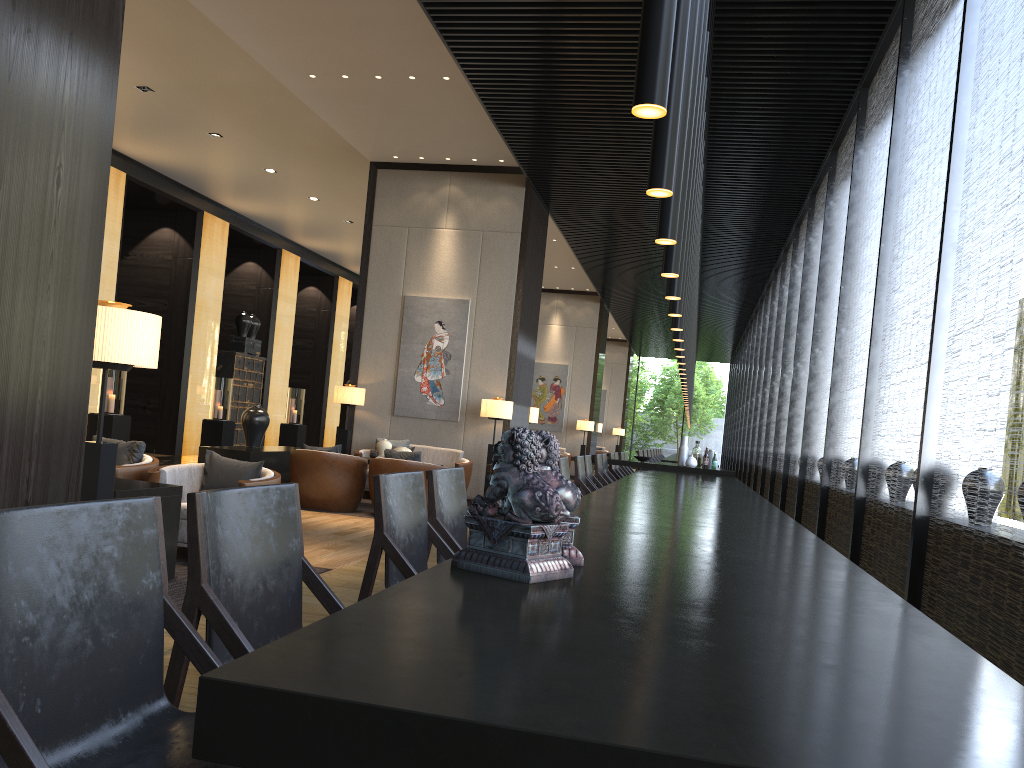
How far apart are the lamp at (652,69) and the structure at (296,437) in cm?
1708

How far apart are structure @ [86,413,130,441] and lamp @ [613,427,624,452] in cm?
1765

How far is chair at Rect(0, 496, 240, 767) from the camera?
1.3 meters

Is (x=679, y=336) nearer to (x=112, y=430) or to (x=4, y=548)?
(x=4, y=548)

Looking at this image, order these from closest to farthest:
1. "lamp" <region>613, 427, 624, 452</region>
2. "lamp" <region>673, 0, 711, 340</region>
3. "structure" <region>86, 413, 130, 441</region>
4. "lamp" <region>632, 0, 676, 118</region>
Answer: "lamp" <region>632, 0, 676, 118</region> < "lamp" <region>673, 0, 711, 340</region> < "structure" <region>86, 413, 130, 441</region> < "lamp" <region>613, 427, 624, 452</region>

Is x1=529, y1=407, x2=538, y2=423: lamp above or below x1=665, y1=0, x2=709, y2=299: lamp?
below

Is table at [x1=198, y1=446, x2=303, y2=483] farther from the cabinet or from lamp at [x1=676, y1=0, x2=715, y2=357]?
the cabinet

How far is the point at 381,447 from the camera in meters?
9.7

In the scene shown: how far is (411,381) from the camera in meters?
11.0 m

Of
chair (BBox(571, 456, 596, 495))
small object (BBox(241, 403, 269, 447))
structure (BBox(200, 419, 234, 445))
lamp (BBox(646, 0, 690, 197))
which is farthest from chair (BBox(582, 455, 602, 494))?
structure (BBox(200, 419, 234, 445))
